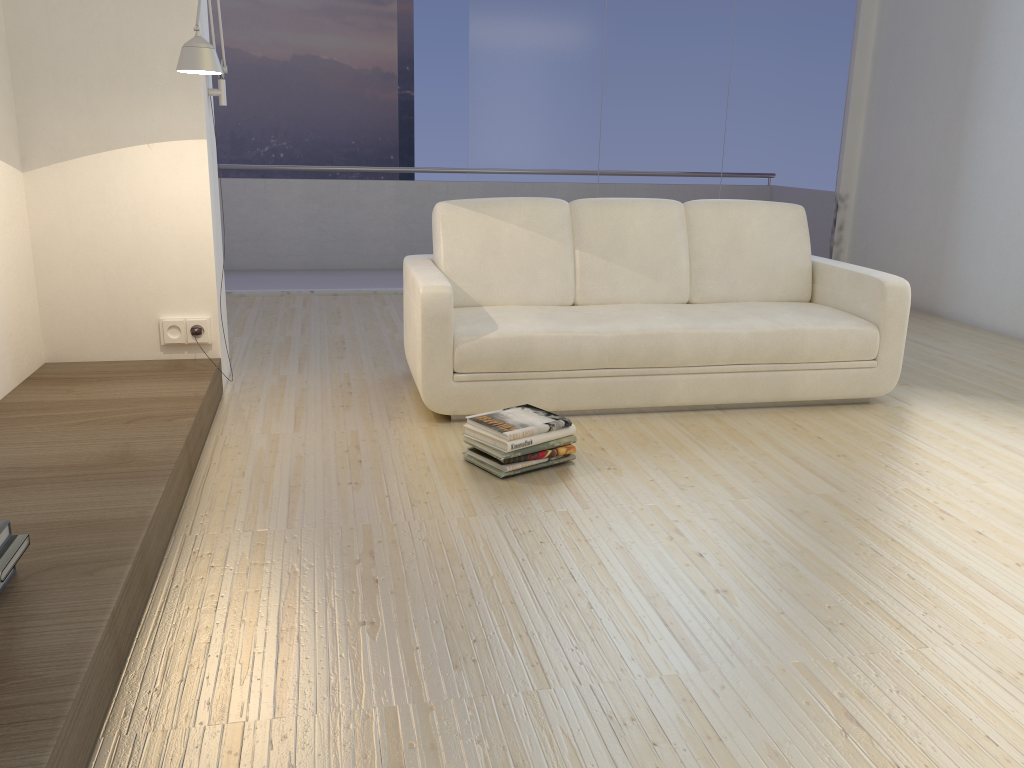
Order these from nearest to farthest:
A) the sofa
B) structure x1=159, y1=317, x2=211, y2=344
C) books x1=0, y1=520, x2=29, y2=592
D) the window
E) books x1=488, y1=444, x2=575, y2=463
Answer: books x1=0, y1=520, x2=29, y2=592 < books x1=488, y1=444, x2=575, y2=463 < the sofa < structure x1=159, y1=317, x2=211, y2=344 < the window

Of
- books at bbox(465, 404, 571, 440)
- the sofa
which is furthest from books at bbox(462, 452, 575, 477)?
the sofa

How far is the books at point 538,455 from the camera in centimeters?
307cm

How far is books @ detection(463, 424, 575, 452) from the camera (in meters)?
2.98

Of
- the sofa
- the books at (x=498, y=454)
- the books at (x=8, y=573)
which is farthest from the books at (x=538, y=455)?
the books at (x=8, y=573)

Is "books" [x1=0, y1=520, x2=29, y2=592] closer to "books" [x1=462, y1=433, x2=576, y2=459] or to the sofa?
"books" [x1=462, y1=433, x2=576, y2=459]

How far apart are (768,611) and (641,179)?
5.05m

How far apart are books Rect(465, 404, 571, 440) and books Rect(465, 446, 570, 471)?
0.1m

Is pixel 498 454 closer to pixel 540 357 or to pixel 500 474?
pixel 500 474

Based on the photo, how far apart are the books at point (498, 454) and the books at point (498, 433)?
0.1m
